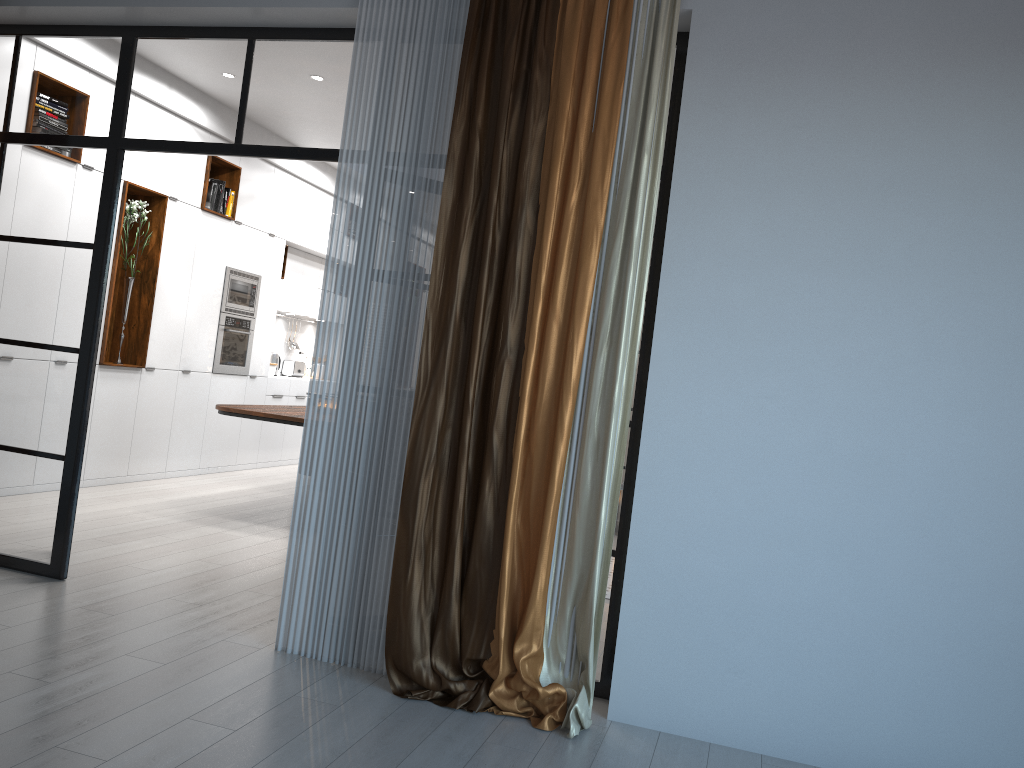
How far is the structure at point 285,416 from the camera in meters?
6.1 m

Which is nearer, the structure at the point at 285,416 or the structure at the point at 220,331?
the structure at the point at 285,416

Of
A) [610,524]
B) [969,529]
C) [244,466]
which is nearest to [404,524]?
[610,524]

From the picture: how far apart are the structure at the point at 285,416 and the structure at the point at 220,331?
1.4 meters

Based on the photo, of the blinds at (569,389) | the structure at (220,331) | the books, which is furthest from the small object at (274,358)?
the blinds at (569,389)

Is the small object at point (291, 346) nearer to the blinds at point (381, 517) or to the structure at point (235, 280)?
the structure at point (235, 280)

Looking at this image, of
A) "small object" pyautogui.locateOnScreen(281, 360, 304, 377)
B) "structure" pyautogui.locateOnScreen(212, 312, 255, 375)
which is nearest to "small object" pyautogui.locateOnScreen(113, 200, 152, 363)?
"structure" pyautogui.locateOnScreen(212, 312, 255, 375)

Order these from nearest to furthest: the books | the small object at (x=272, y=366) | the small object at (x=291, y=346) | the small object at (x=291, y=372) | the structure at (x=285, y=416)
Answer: the structure at (x=285, y=416), the books, the small object at (x=272, y=366), the small object at (x=291, y=372), the small object at (x=291, y=346)

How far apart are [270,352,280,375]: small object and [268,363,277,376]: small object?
0.6m

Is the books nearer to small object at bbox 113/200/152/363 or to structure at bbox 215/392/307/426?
small object at bbox 113/200/152/363
